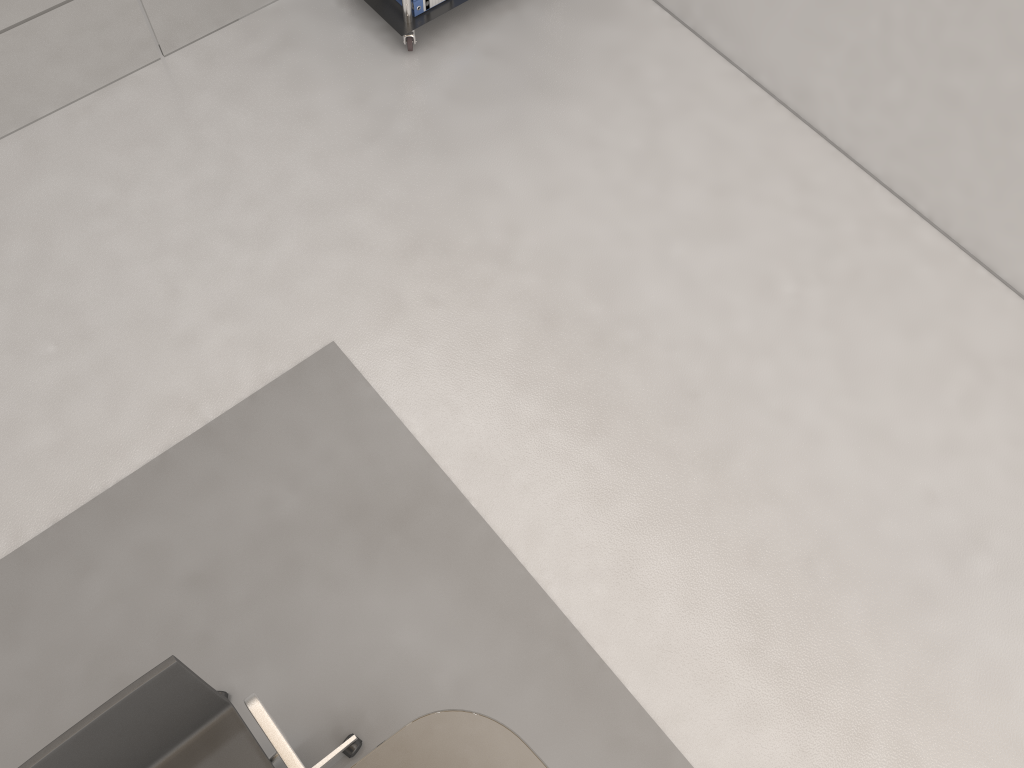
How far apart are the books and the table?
2.8m

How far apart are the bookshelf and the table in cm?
274

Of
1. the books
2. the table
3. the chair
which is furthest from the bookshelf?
the table

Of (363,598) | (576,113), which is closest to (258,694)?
(363,598)

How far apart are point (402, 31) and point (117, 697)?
2.77m

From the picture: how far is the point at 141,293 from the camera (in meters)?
3.17

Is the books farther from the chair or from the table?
the table

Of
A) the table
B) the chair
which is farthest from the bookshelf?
the table

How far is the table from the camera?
1.9m

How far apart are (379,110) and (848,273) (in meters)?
1.95
